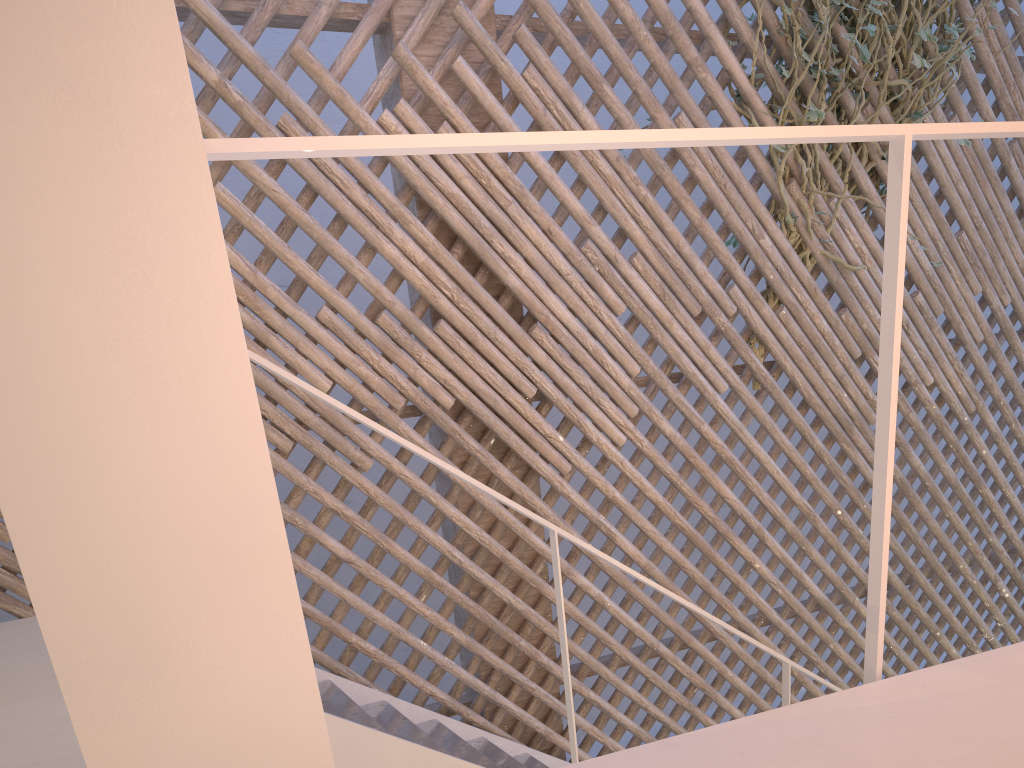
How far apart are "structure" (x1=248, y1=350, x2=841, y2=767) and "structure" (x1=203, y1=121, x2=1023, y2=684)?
0.7 meters

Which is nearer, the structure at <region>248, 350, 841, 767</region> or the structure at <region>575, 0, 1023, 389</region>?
the structure at <region>248, 350, 841, 767</region>

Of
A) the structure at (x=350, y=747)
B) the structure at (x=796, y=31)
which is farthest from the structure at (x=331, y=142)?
the structure at (x=796, y=31)

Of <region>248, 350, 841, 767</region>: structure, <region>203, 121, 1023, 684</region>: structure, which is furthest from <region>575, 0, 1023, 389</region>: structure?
<region>203, 121, 1023, 684</region>: structure

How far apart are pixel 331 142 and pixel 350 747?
1.04m

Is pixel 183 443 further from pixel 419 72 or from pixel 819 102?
pixel 819 102

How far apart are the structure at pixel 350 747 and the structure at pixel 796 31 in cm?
93

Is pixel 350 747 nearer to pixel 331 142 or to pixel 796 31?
pixel 331 142

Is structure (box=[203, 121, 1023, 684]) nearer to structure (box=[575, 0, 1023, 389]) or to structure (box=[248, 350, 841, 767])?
structure (box=[248, 350, 841, 767])

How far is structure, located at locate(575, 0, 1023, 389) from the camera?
2.41m
